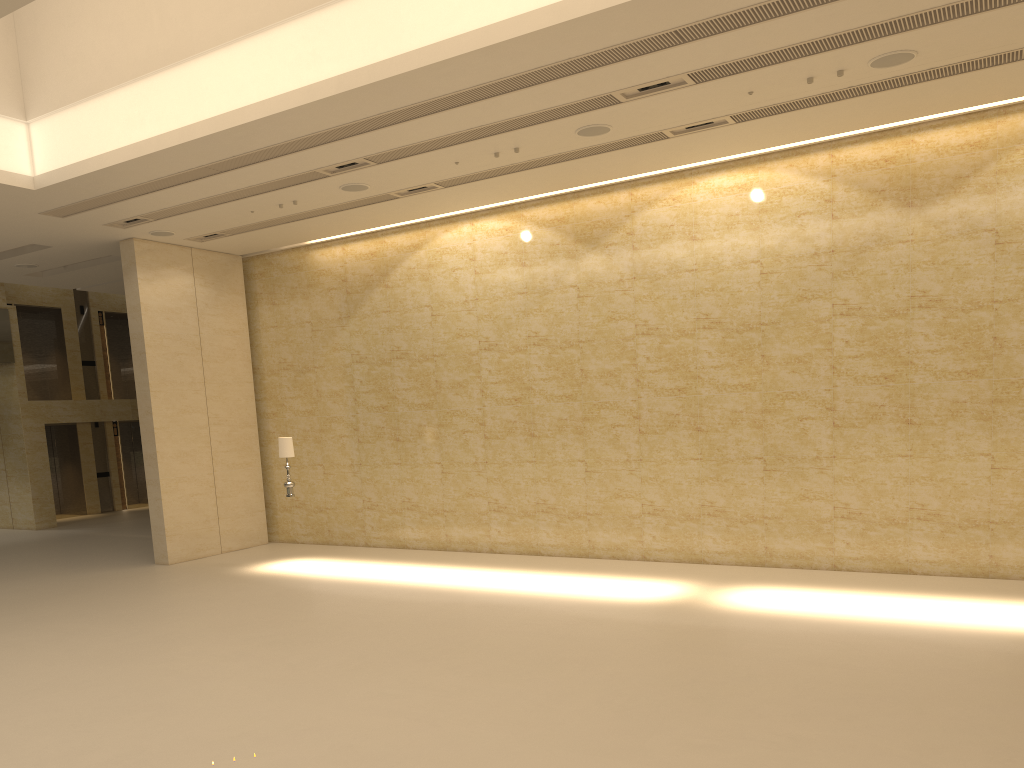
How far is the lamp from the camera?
14.6m

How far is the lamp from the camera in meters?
14.6

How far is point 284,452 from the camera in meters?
14.6
